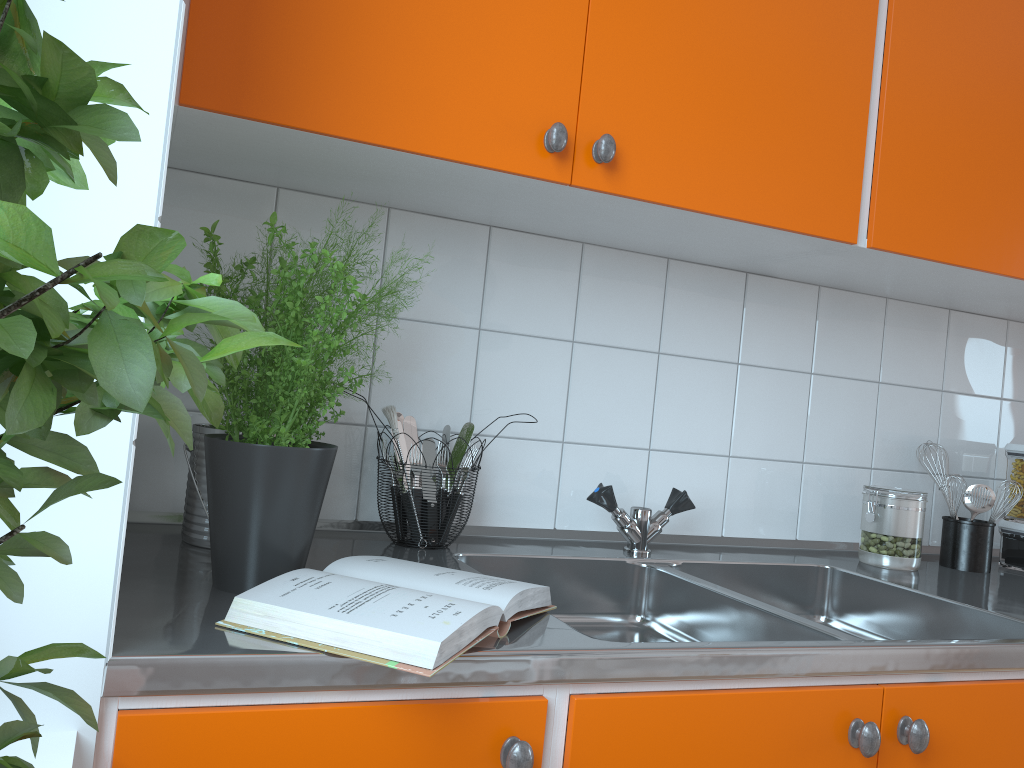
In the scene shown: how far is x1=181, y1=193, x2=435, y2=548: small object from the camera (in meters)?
1.20

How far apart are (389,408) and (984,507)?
1.2 meters

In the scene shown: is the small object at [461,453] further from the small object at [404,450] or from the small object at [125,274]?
the small object at [125,274]

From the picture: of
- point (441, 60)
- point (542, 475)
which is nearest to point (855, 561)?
point (542, 475)

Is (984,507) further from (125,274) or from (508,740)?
(125,274)

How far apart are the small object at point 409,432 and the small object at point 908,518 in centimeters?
90cm

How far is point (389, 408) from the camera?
1.34m

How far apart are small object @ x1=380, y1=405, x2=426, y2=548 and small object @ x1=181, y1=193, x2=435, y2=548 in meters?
0.2 m

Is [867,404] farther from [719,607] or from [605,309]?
[719,607]

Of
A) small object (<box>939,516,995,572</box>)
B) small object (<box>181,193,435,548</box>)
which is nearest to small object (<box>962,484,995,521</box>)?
small object (<box>939,516,995,572</box>)
